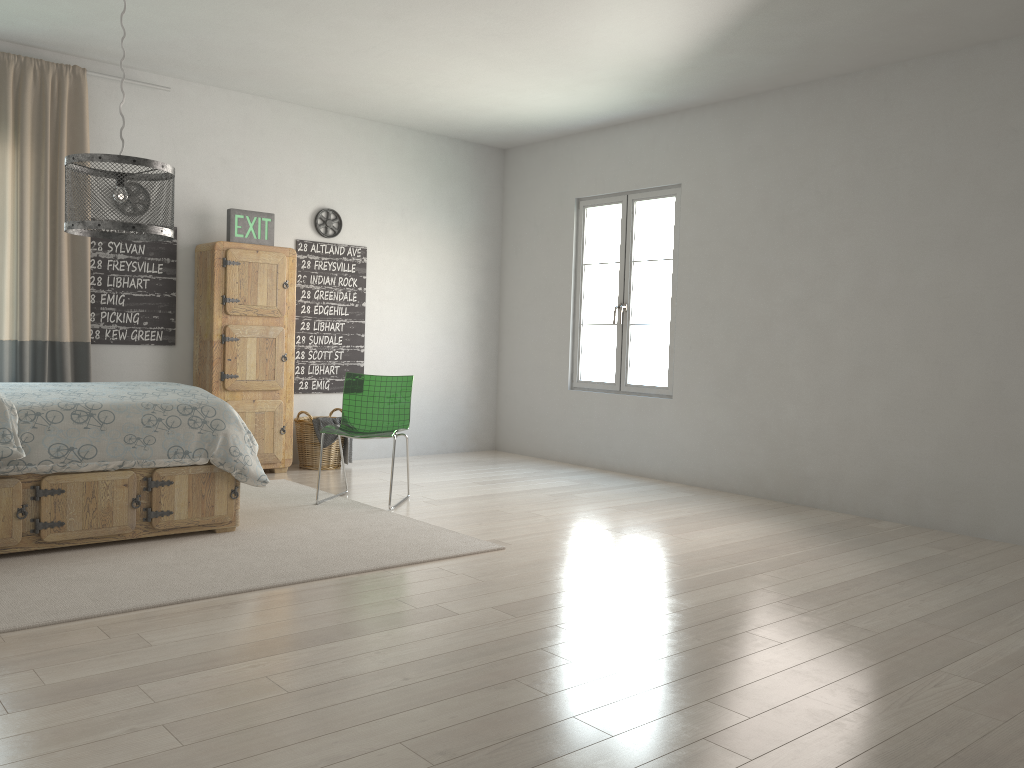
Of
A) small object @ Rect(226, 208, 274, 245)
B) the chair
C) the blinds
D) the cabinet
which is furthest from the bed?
small object @ Rect(226, 208, 274, 245)

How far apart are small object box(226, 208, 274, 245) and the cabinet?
0.09m

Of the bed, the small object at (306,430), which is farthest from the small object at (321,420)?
the bed

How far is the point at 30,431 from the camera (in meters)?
3.68

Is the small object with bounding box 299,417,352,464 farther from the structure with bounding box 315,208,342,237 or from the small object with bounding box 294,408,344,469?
the structure with bounding box 315,208,342,237

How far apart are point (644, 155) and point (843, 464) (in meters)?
2.69

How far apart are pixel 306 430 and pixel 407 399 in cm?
137

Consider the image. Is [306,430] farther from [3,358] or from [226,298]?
[3,358]

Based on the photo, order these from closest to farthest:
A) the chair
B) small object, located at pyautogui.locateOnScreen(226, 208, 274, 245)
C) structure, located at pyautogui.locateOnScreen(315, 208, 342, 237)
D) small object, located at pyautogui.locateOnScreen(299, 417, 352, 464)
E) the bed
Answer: the bed
the chair
small object, located at pyautogui.locateOnScreen(226, 208, 274, 245)
small object, located at pyautogui.locateOnScreen(299, 417, 352, 464)
structure, located at pyautogui.locateOnScreen(315, 208, 342, 237)

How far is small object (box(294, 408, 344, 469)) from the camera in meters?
6.4
